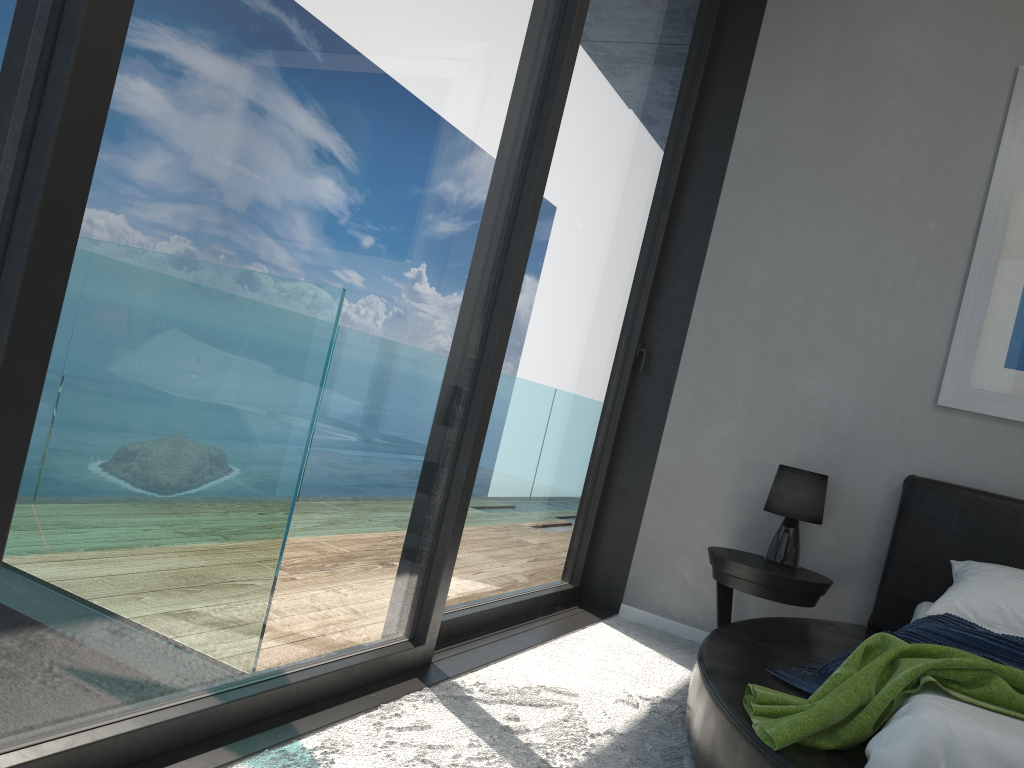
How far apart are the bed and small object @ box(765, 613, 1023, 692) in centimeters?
3cm

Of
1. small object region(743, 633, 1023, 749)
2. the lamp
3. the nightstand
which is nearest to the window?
the nightstand

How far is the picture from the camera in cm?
348

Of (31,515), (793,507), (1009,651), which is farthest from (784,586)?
(31,515)

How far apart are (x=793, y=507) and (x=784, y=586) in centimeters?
36cm

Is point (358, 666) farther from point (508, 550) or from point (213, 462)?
point (508, 550)

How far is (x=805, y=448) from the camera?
3.8m

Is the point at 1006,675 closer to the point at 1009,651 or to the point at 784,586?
the point at 1009,651

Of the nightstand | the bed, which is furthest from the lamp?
the bed

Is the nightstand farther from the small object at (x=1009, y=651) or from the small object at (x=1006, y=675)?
the small object at (x=1006, y=675)
